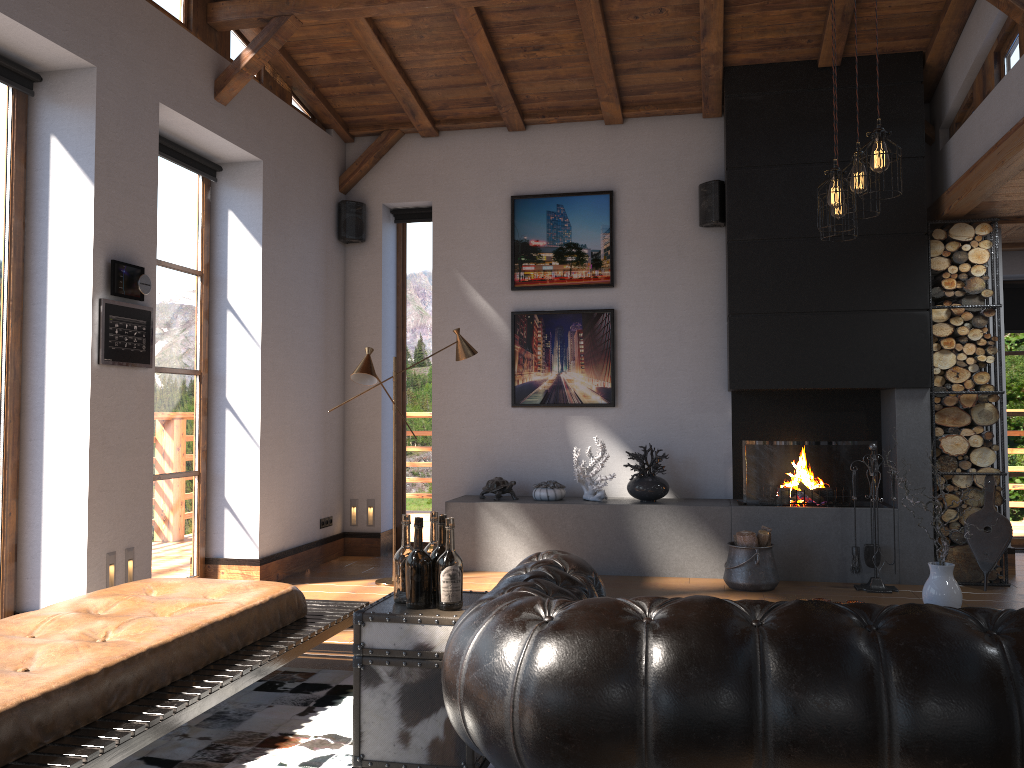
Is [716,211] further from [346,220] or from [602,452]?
[346,220]

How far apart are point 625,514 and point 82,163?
4.3 meters

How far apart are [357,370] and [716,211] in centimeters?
314cm

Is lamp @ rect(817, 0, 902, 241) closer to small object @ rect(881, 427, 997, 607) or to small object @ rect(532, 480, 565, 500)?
small object @ rect(881, 427, 997, 607)

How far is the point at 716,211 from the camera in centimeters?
701cm

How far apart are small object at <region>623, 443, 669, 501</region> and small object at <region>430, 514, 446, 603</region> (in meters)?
4.08

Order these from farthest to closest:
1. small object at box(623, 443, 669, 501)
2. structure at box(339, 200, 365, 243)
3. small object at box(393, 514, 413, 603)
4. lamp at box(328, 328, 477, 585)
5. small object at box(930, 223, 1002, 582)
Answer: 1. structure at box(339, 200, 365, 243)
2. small object at box(623, 443, 669, 501)
3. small object at box(930, 223, 1002, 582)
4. lamp at box(328, 328, 477, 585)
5. small object at box(393, 514, 413, 603)

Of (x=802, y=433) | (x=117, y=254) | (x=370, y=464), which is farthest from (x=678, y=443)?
(x=117, y=254)

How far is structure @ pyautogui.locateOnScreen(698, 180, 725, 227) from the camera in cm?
701

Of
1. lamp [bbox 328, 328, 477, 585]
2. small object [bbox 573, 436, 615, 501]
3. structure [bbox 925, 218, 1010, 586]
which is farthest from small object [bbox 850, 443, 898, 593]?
lamp [bbox 328, 328, 477, 585]
